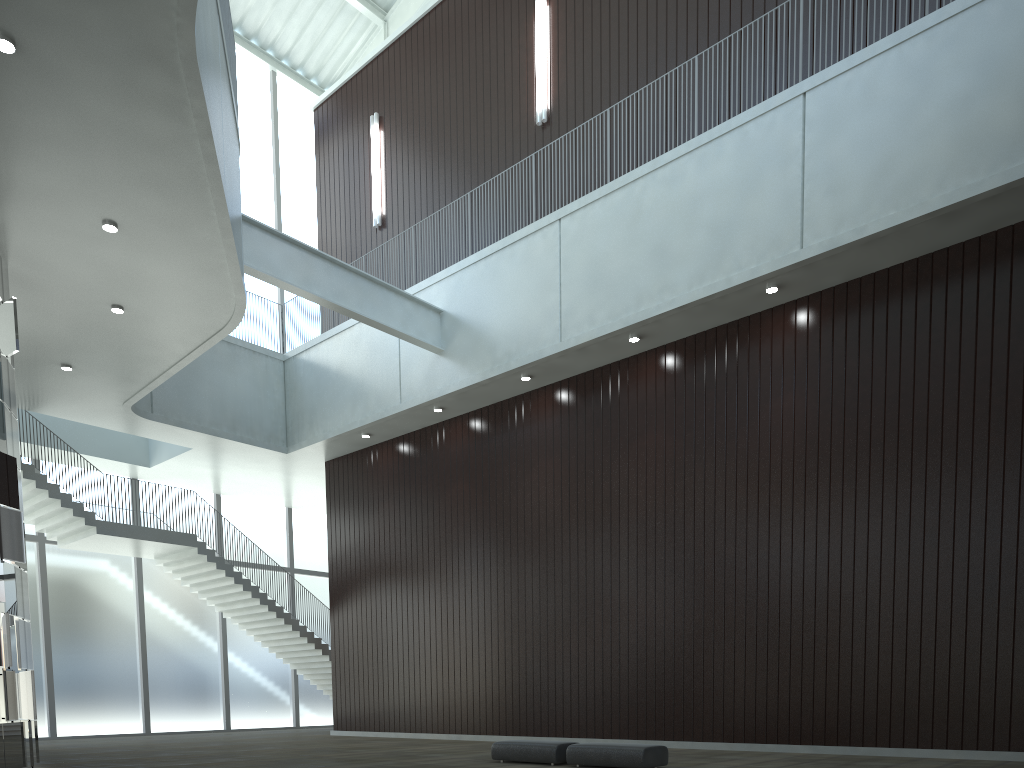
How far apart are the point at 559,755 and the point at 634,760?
3.95m

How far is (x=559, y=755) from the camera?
33.0m

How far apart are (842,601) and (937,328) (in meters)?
13.24

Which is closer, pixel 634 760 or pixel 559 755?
pixel 634 760

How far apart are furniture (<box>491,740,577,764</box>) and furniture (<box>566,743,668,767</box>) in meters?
0.7 m

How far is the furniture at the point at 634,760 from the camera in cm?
3025

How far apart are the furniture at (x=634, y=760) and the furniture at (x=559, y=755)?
0.7m

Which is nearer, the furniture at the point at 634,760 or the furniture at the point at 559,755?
the furniture at the point at 634,760

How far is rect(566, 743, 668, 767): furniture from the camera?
30.3m
